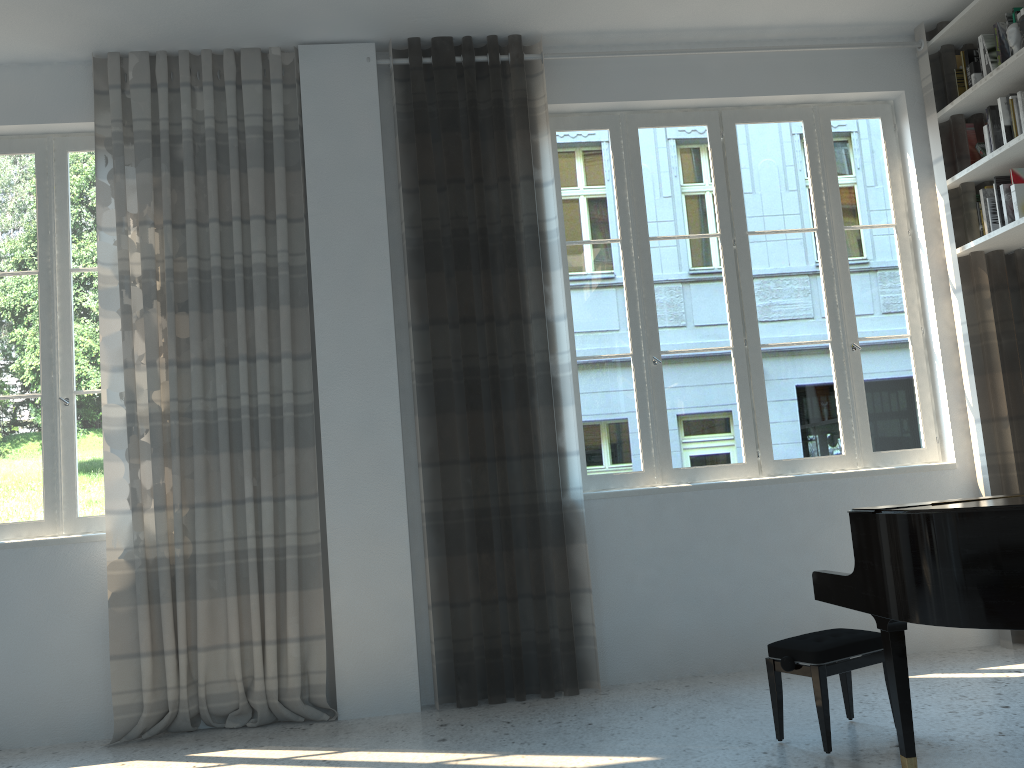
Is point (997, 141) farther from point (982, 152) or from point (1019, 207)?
point (1019, 207)

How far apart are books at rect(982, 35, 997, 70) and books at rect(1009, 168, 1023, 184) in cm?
54

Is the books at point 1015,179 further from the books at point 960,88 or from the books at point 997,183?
the books at point 960,88

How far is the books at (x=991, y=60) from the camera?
4.37m

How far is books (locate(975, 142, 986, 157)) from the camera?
4.57m

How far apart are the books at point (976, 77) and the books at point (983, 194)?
0.6m

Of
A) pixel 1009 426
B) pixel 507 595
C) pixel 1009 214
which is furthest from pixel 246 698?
pixel 1009 214

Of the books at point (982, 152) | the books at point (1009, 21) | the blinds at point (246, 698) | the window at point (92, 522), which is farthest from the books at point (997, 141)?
the window at point (92, 522)

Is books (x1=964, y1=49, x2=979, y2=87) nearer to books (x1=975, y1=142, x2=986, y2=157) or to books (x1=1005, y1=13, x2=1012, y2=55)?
books (x1=1005, y1=13, x2=1012, y2=55)

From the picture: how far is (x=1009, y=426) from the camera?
4.4 meters
